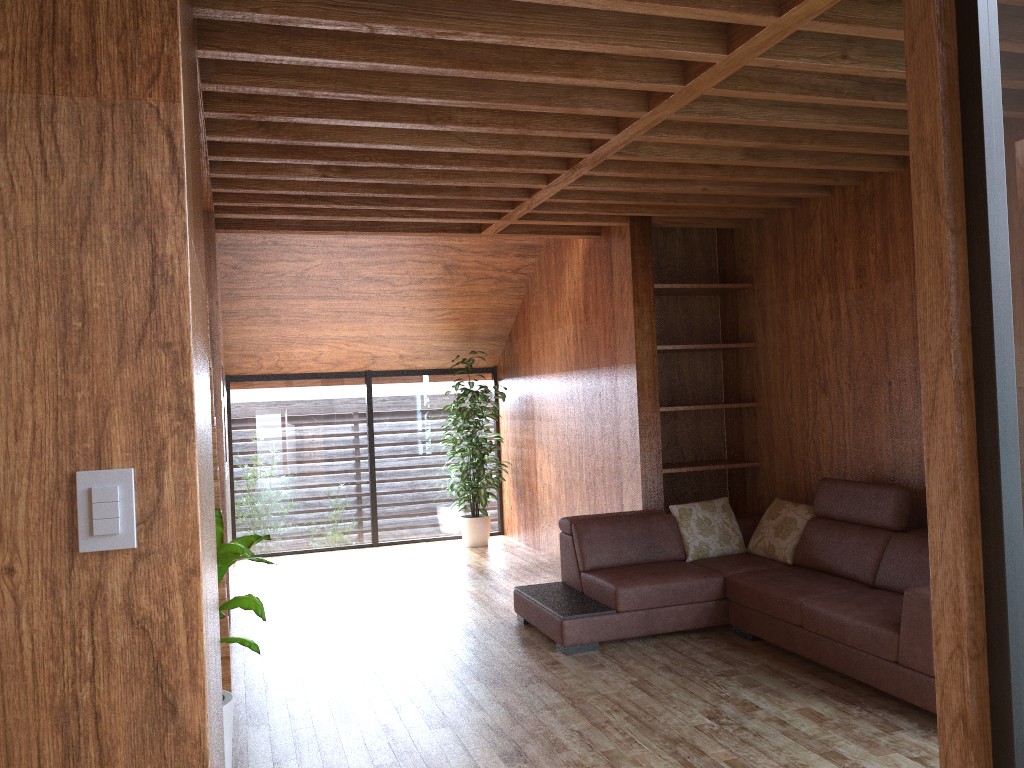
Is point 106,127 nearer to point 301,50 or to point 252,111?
point 301,50

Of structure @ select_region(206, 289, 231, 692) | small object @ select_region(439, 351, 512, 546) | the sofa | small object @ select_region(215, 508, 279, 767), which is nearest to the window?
small object @ select_region(439, 351, 512, 546)

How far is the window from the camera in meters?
1.9 m

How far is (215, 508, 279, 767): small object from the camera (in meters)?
2.67

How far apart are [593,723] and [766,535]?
1.9m

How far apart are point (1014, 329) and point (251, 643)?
2.2m

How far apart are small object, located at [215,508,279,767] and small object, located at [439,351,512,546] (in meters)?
4.30

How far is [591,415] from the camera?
6.07m

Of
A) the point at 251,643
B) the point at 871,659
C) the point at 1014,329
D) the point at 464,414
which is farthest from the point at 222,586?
the point at 464,414

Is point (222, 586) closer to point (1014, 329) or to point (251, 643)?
point (251, 643)
